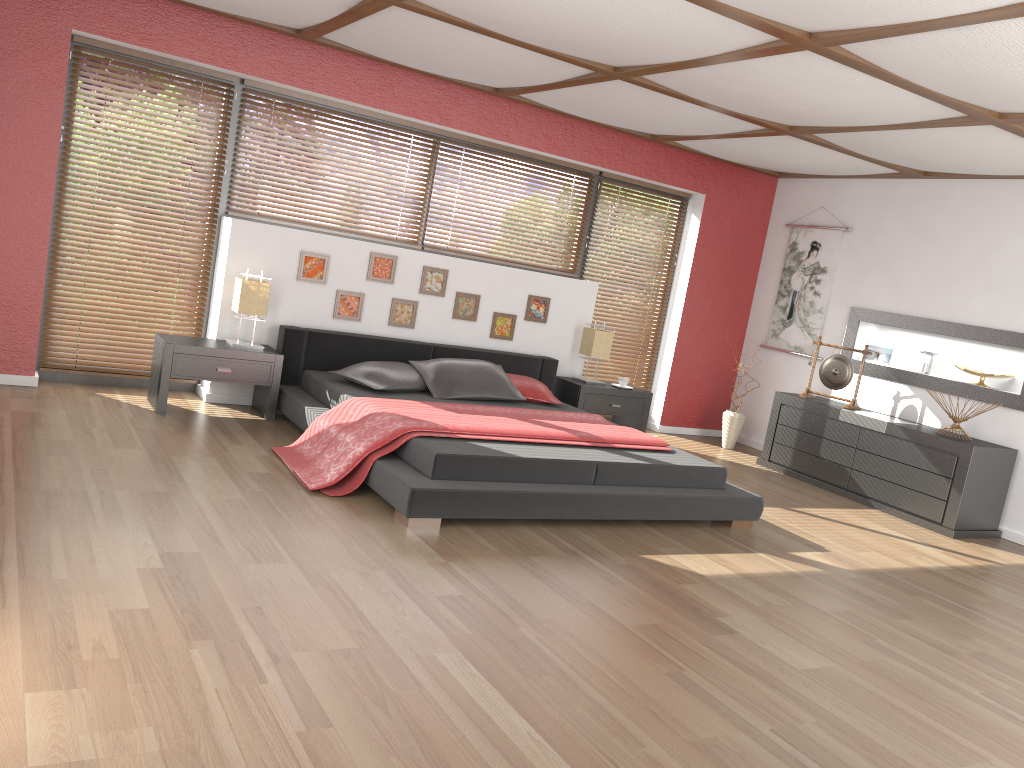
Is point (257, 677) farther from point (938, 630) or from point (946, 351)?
point (946, 351)

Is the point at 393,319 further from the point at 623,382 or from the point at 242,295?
the point at 623,382

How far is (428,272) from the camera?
6.37m

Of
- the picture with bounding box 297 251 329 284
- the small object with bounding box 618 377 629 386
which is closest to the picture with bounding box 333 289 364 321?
→ the picture with bounding box 297 251 329 284

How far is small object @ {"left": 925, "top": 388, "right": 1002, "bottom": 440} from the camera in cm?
594

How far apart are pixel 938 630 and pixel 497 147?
4.5 meters

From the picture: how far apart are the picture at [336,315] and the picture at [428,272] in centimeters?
47cm

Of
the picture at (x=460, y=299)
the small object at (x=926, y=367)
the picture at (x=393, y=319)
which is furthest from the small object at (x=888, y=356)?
the picture at (x=393, y=319)

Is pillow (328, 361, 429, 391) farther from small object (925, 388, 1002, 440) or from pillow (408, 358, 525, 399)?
small object (925, 388, 1002, 440)

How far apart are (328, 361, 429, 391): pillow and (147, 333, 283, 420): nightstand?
0.4m
